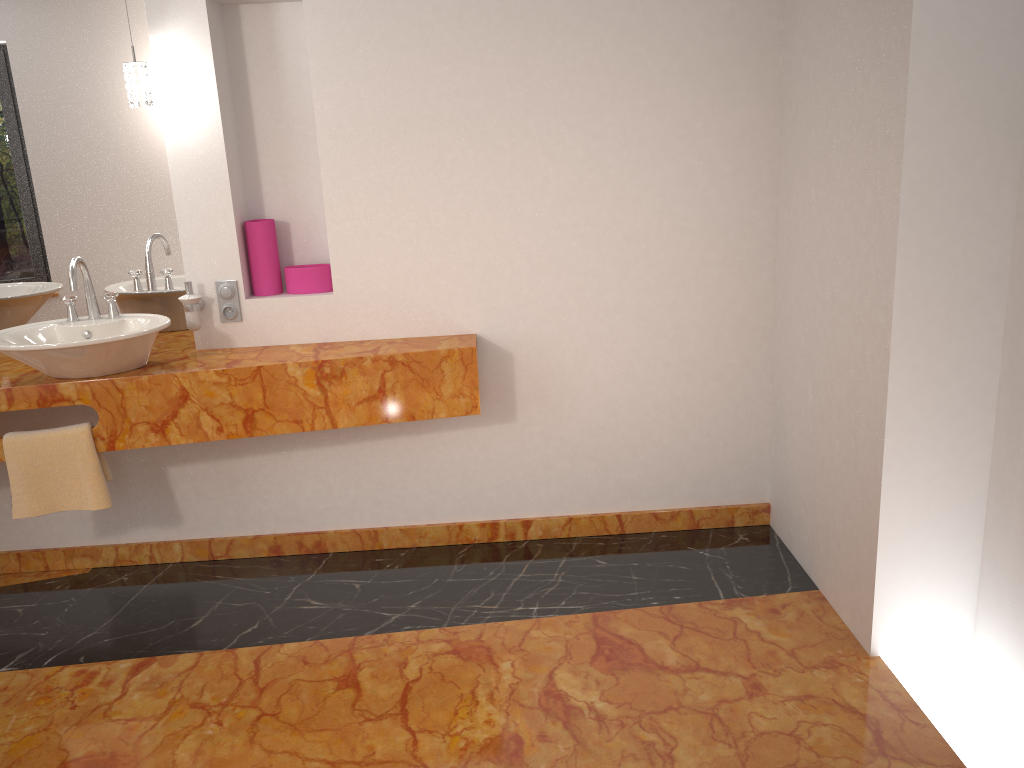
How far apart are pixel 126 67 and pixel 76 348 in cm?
89

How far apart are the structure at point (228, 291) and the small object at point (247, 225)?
0.1 meters

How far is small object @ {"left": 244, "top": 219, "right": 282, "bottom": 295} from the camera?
3.0 meters

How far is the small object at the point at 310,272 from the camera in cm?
306

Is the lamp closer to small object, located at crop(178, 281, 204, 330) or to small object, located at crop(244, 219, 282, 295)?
small object, located at crop(244, 219, 282, 295)

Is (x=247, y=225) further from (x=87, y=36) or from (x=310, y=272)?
(x=87, y=36)

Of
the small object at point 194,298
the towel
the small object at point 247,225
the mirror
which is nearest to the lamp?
the mirror

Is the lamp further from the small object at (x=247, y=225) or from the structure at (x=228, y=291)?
the structure at (x=228, y=291)

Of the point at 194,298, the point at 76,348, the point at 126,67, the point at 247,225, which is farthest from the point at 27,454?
the point at 126,67

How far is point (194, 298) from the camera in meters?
2.9
